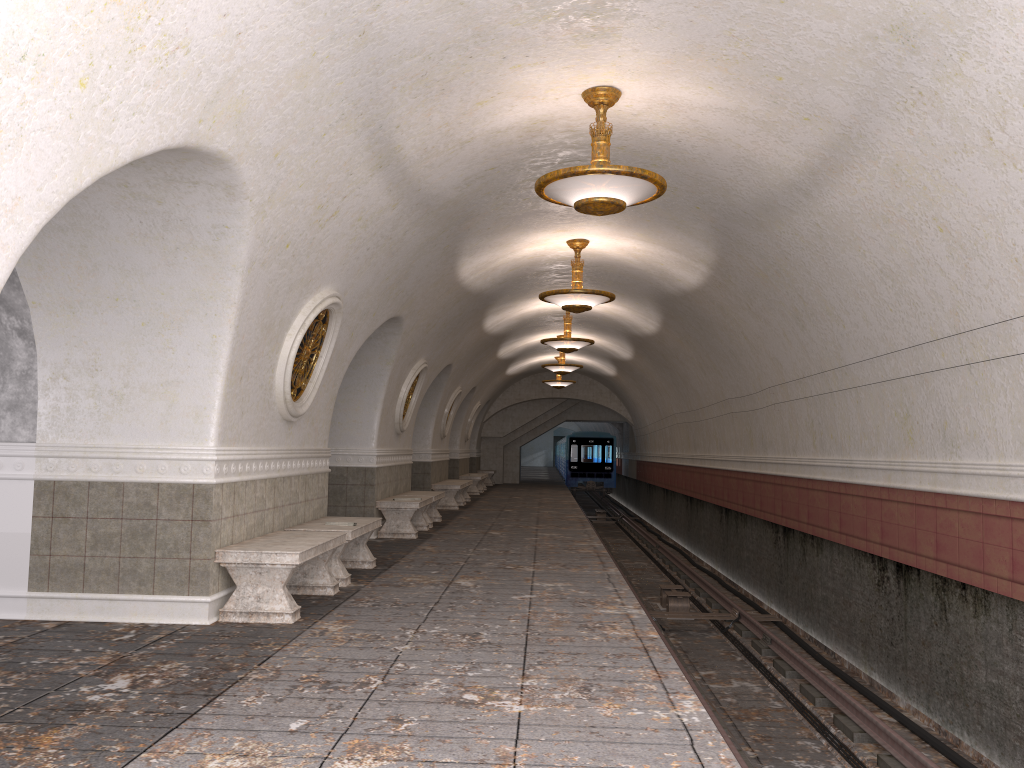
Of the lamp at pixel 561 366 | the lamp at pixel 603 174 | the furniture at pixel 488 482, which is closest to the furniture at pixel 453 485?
the lamp at pixel 561 366

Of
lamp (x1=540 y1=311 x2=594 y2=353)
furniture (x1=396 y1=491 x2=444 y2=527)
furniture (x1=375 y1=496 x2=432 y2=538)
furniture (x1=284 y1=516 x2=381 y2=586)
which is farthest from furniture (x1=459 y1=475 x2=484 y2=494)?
furniture (x1=284 y1=516 x2=381 y2=586)

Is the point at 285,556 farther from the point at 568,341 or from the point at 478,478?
the point at 478,478

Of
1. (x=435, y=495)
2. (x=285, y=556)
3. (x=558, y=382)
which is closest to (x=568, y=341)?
(x=435, y=495)

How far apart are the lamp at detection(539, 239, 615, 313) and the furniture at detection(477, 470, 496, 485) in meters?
19.3

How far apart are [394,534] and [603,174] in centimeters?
724cm

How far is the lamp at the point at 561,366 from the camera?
20.9 meters

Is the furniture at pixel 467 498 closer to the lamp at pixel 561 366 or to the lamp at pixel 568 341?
the lamp at pixel 561 366

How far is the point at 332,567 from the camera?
8.0m

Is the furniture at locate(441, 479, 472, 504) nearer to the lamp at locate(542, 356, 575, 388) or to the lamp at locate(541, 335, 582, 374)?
the lamp at locate(541, 335, 582, 374)
